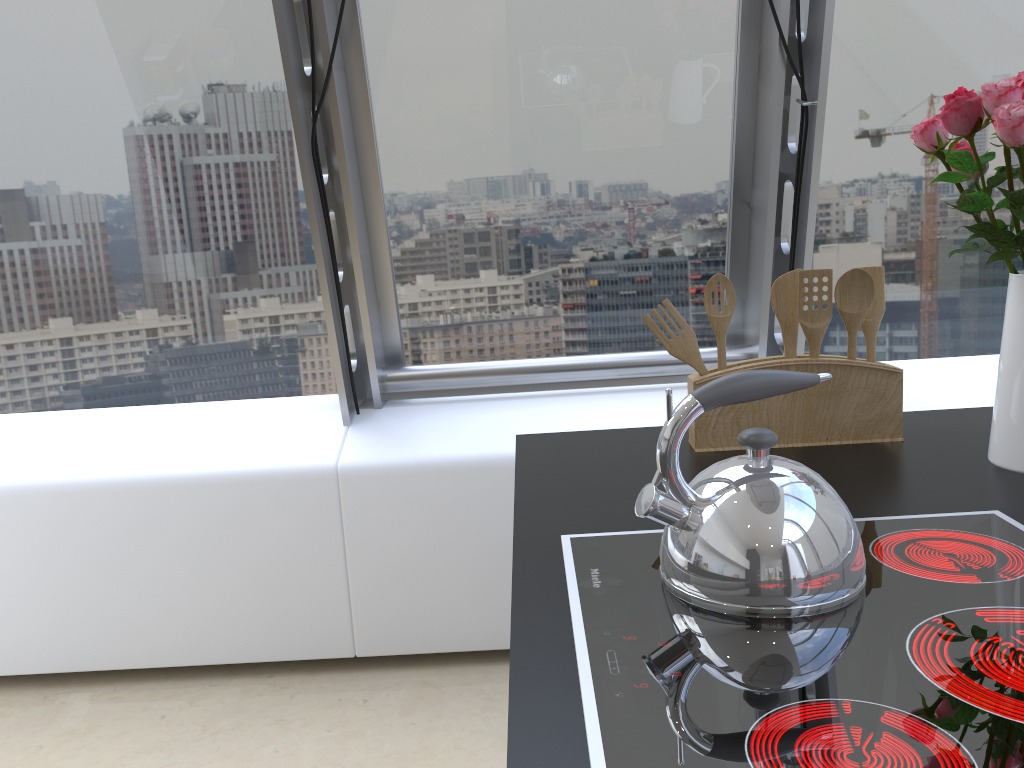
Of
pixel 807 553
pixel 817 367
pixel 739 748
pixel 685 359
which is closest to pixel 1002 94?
pixel 817 367

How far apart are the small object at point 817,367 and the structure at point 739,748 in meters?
0.4 m

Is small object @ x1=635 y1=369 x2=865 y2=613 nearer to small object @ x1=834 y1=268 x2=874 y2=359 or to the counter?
the counter

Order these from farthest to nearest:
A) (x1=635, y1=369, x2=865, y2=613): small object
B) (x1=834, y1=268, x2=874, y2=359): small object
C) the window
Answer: the window < (x1=834, y1=268, x2=874, y2=359): small object < (x1=635, y1=369, x2=865, y2=613): small object

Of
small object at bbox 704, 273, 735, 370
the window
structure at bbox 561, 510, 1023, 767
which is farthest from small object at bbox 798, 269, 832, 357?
the window

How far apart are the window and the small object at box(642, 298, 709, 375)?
1.1m

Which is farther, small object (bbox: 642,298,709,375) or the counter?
small object (bbox: 642,298,709,375)

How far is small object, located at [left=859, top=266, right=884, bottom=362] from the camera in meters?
1.5 m

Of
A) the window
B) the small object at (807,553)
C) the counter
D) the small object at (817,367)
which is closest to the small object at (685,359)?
the small object at (817,367)

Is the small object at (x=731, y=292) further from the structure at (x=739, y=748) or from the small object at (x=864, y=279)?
the structure at (x=739, y=748)
